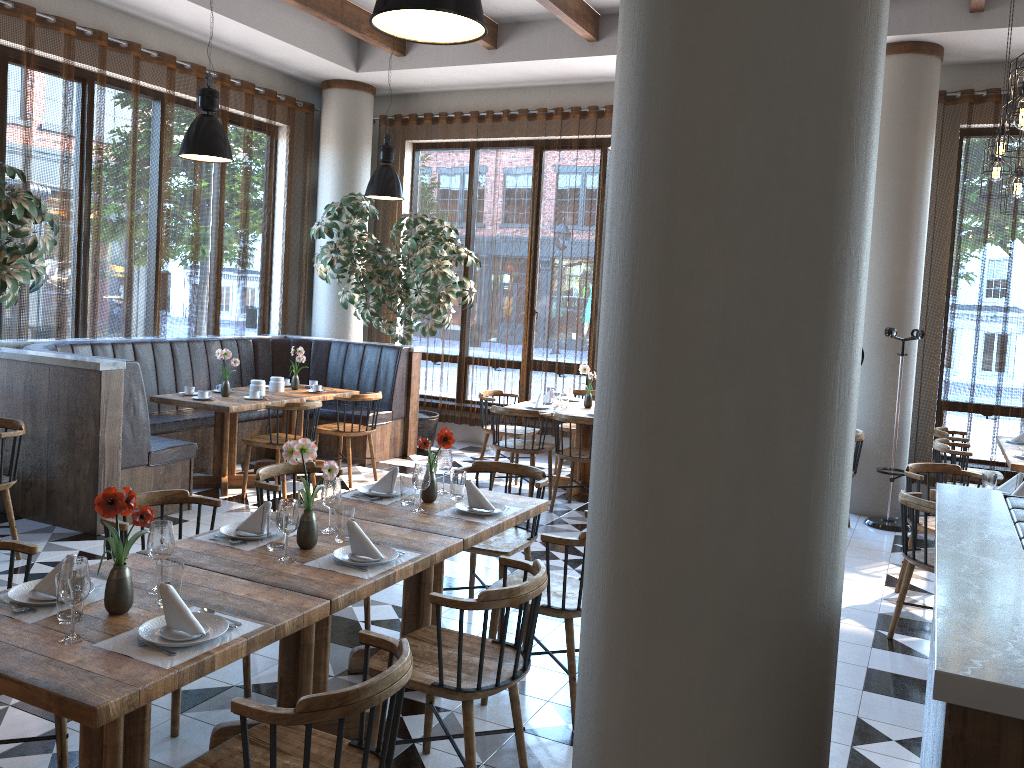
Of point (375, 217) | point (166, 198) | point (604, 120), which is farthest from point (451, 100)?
point (166, 198)

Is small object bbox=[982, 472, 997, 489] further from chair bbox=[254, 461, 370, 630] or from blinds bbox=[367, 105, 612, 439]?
blinds bbox=[367, 105, 612, 439]

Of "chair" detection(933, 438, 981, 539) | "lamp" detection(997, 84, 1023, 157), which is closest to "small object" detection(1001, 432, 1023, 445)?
"chair" detection(933, 438, 981, 539)

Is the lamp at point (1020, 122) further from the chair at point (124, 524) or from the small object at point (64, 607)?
the small object at point (64, 607)

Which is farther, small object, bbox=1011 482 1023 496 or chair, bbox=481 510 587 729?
small object, bbox=1011 482 1023 496

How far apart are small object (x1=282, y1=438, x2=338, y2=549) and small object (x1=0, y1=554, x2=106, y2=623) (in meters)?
0.70

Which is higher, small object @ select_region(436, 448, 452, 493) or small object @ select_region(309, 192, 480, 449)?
small object @ select_region(309, 192, 480, 449)

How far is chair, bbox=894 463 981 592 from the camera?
5.5m

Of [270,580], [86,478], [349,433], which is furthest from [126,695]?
[349,433]

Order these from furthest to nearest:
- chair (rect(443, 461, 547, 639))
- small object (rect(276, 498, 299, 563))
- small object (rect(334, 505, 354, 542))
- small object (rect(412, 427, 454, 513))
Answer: chair (rect(443, 461, 547, 639)), small object (rect(412, 427, 454, 513)), small object (rect(334, 505, 354, 542)), small object (rect(276, 498, 299, 563))
